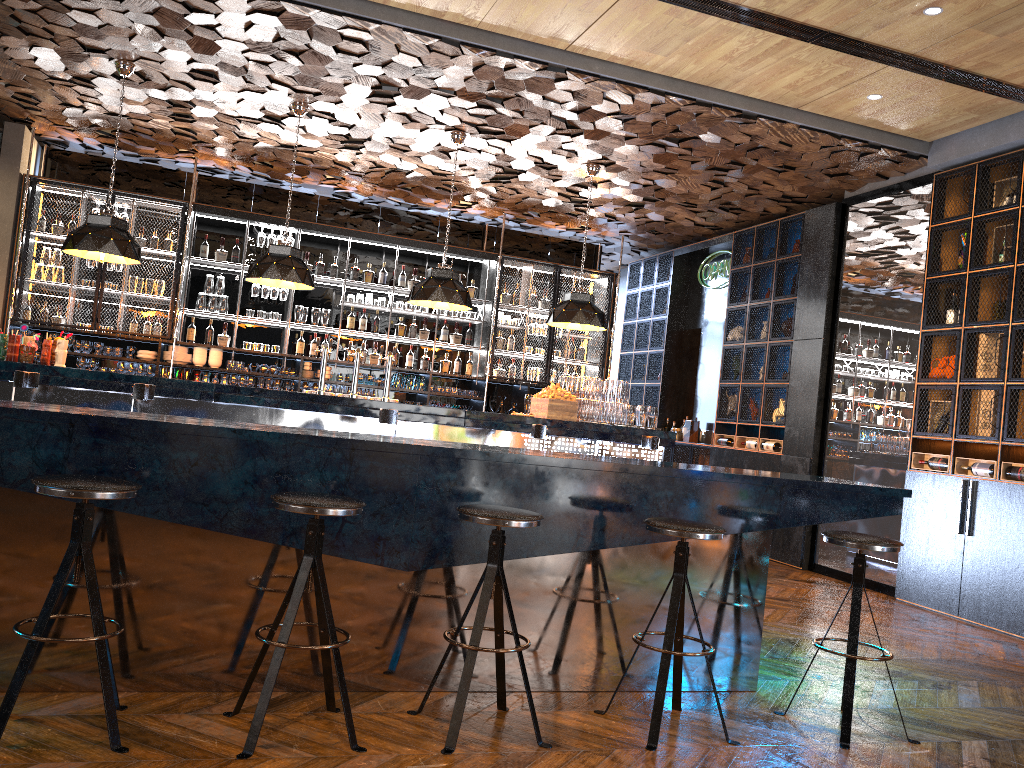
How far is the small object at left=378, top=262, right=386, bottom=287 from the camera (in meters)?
10.45

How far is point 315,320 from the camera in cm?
1015

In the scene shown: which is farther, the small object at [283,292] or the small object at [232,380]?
the small object at [283,292]

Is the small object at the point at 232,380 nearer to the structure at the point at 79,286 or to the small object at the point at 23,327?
the structure at the point at 79,286

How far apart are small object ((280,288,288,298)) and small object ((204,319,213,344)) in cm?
88

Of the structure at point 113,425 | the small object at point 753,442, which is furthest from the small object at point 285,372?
the structure at point 113,425

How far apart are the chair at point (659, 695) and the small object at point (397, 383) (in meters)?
6.98

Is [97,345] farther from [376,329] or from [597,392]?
[597,392]

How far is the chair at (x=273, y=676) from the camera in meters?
2.9 m

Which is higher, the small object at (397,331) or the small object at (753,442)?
the small object at (397,331)
